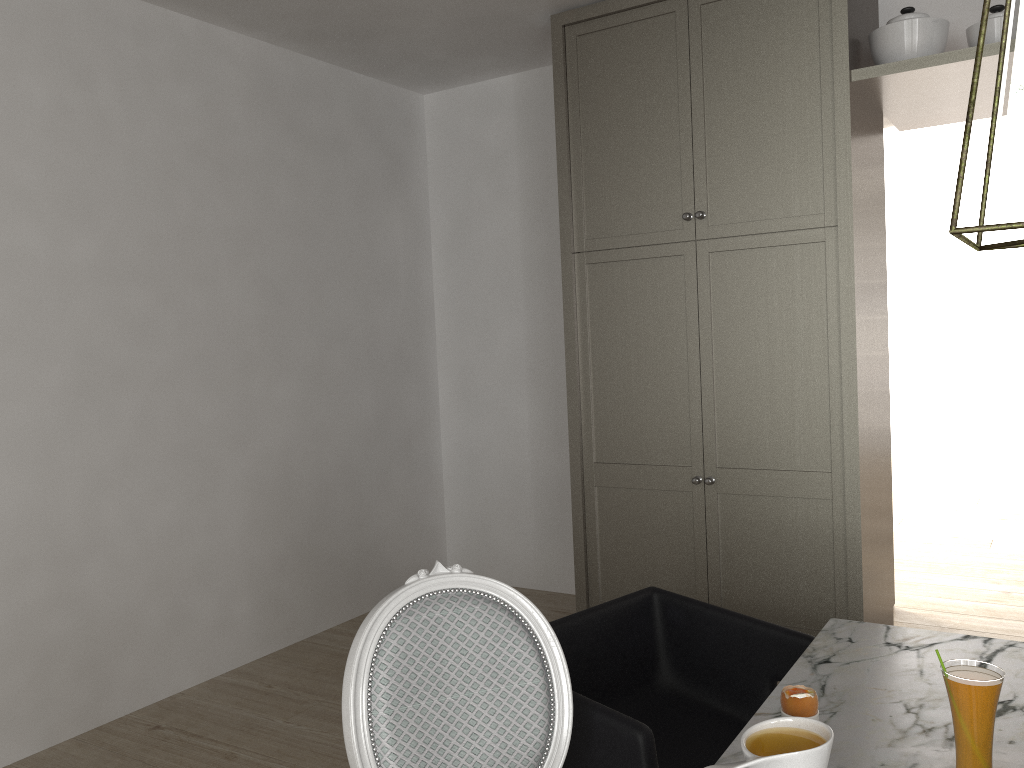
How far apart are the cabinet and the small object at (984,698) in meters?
1.8 m

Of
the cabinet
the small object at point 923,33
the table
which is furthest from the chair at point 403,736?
the small object at point 923,33

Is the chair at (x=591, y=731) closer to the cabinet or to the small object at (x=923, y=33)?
the cabinet

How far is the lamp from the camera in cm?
112

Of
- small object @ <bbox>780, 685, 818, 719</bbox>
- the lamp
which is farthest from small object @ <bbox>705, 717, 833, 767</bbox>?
the lamp

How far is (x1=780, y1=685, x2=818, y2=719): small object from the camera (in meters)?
1.18

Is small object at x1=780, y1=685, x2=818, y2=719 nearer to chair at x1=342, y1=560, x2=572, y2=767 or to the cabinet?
chair at x1=342, y1=560, x2=572, y2=767

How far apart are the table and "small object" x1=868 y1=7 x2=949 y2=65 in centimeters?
191cm

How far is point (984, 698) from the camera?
1.1m

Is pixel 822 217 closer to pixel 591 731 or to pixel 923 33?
pixel 923 33
